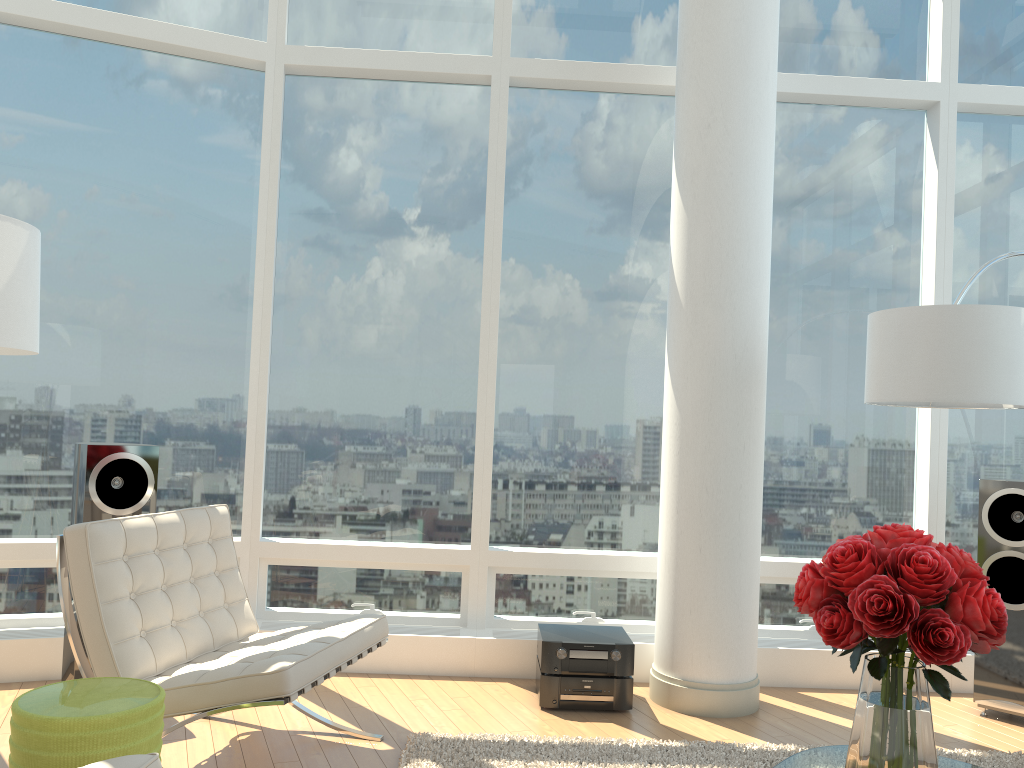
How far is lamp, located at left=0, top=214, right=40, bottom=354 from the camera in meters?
2.7

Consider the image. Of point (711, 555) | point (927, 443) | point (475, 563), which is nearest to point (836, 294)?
point (927, 443)

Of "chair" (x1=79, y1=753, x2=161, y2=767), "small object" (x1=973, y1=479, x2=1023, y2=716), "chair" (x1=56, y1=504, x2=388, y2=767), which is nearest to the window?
"small object" (x1=973, y1=479, x2=1023, y2=716)

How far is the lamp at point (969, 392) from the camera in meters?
3.6

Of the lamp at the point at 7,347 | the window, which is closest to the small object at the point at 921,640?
the lamp at the point at 7,347

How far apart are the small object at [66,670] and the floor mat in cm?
153

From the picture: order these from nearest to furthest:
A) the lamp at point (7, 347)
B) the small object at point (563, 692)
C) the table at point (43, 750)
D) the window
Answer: the table at point (43, 750) < the lamp at point (7, 347) < the small object at point (563, 692) < the window

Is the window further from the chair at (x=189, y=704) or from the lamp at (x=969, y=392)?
the chair at (x=189, y=704)

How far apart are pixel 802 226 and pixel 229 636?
3.8m

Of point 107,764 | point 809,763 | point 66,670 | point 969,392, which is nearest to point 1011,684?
point 969,392
